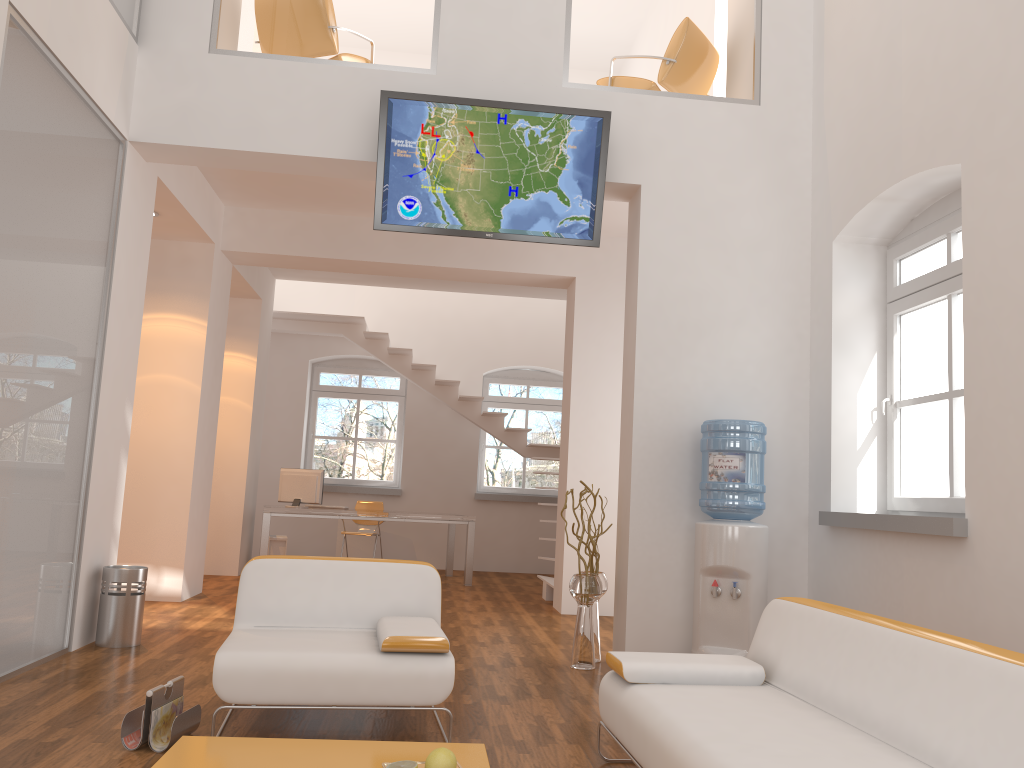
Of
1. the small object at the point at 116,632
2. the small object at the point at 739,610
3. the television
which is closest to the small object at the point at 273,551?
the small object at the point at 116,632

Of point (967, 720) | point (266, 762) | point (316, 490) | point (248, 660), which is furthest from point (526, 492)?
point (967, 720)

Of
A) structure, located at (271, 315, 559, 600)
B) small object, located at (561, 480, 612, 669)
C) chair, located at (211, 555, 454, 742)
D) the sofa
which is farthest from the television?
structure, located at (271, 315, 559, 600)

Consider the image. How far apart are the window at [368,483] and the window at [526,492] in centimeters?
110cm

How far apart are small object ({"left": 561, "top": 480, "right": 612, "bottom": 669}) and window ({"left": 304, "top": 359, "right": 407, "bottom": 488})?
6.6m

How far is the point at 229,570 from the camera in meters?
9.4

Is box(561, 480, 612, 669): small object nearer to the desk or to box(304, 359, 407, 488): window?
the desk

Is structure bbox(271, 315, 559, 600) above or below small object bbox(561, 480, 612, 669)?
above

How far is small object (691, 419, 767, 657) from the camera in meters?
4.9 m

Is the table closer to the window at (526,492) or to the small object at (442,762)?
the small object at (442,762)
